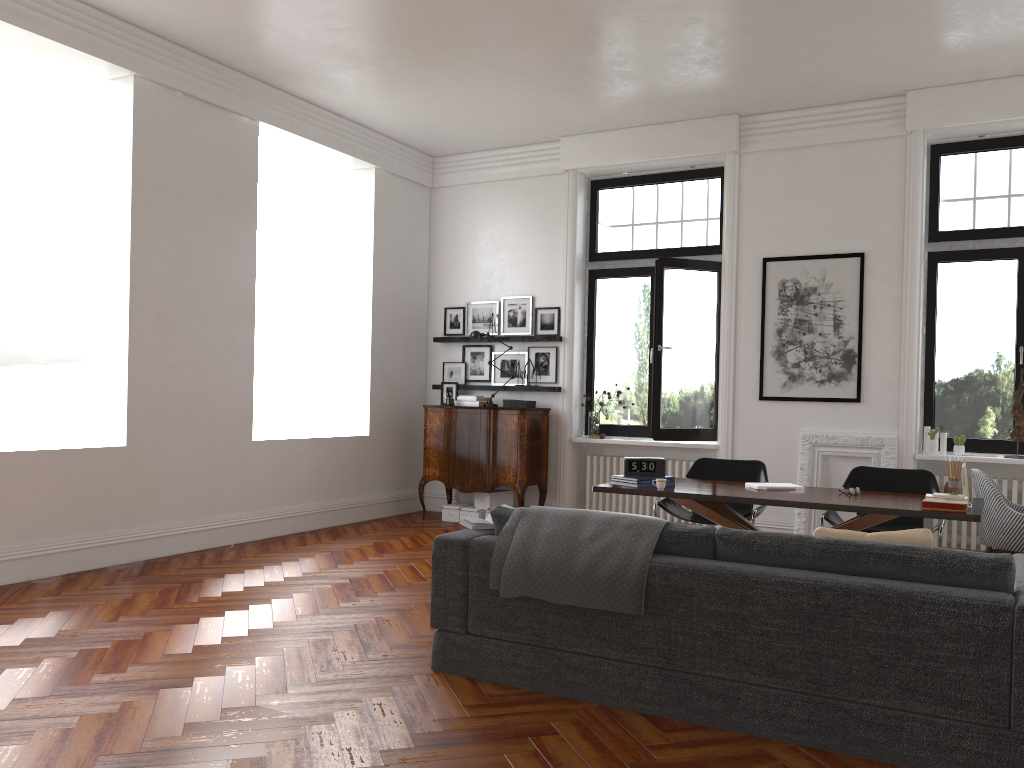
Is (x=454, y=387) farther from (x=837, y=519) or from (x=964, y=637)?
(x=964, y=637)

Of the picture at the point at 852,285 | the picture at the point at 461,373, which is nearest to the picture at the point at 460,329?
the picture at the point at 461,373

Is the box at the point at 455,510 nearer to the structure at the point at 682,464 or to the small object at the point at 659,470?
the structure at the point at 682,464

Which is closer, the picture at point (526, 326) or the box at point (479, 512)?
the box at point (479, 512)

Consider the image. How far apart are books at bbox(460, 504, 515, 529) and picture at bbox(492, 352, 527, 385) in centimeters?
490cm

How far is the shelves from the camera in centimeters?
910cm

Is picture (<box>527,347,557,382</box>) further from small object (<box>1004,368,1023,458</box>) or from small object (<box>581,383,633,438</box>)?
small object (<box>1004,368,1023,458</box>)

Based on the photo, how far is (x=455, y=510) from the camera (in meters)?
9.18

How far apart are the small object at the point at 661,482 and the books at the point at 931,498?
1.5m

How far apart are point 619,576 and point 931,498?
2.2 meters
